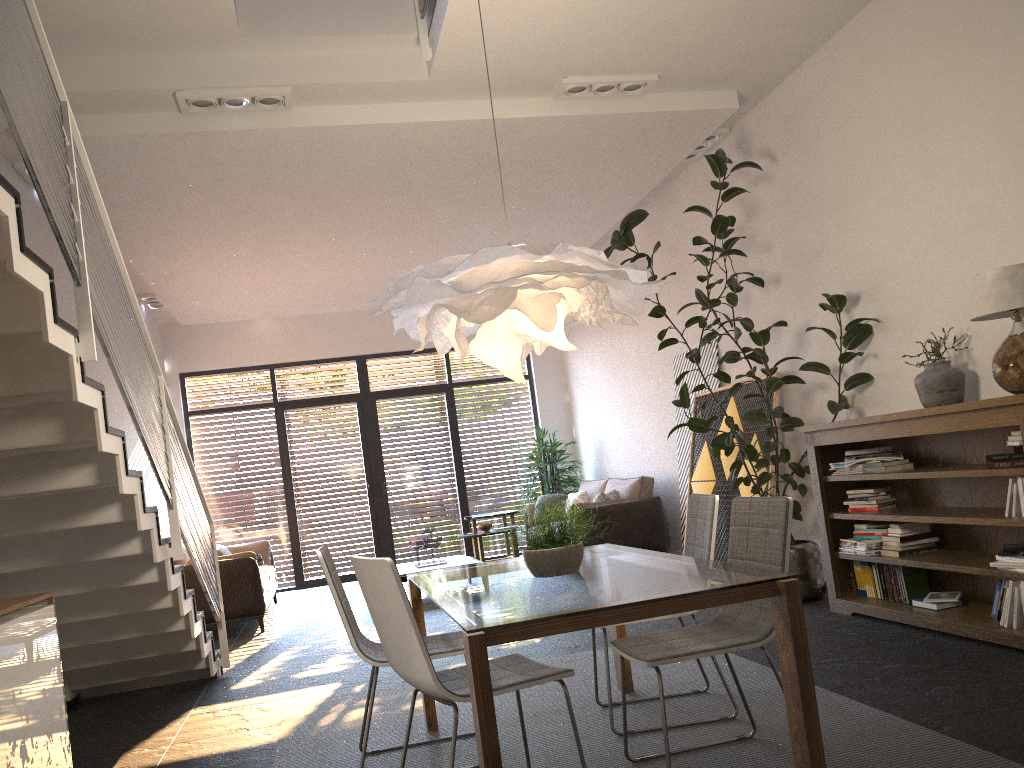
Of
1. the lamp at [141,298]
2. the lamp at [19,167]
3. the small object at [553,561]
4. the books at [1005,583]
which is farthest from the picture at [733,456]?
the lamp at [141,298]

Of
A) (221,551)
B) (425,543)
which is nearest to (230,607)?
(221,551)

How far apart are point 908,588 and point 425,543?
4.9 meters

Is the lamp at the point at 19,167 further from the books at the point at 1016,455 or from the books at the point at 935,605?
the books at the point at 935,605

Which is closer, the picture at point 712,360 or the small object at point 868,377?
the small object at point 868,377

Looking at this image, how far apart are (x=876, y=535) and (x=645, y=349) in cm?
427

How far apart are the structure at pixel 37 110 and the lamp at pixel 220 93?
0.9m

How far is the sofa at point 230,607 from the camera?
7.7 meters

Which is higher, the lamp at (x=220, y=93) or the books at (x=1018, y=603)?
the lamp at (x=220, y=93)

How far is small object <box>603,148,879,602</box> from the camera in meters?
5.5
